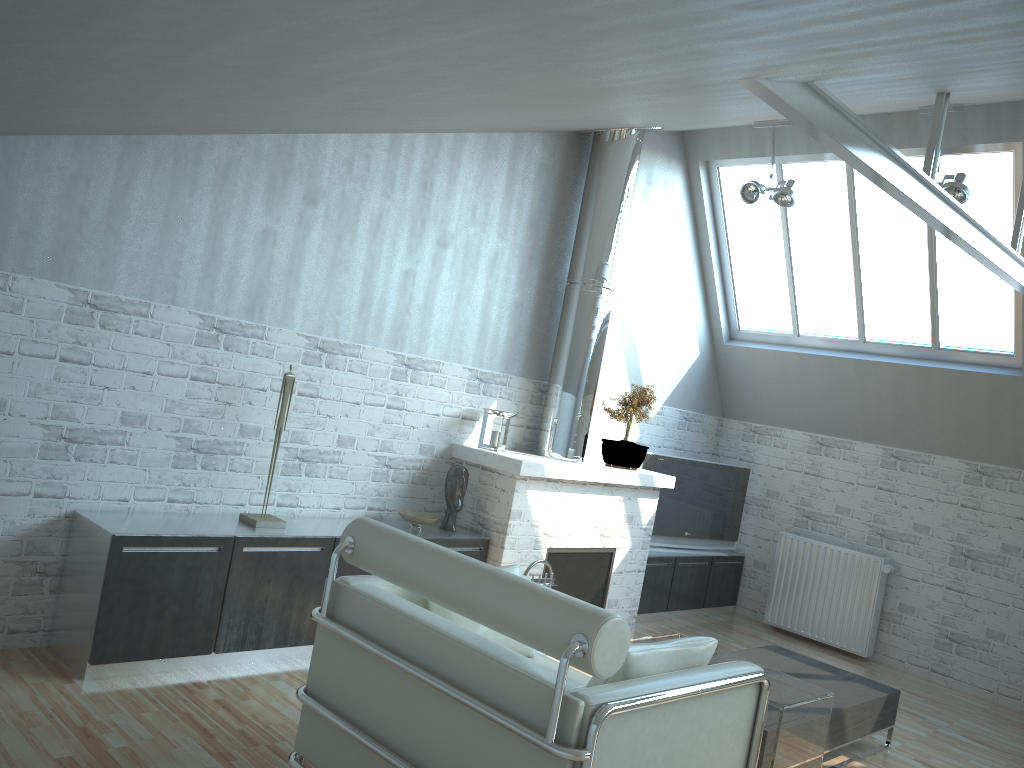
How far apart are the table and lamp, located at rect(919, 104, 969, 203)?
6.10m

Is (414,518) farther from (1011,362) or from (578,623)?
(1011,362)

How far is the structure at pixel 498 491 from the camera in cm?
1087

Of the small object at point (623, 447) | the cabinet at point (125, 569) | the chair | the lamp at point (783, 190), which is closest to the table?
the chair

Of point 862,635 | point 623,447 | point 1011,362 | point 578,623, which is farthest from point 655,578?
point 578,623

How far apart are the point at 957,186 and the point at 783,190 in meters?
2.2 m

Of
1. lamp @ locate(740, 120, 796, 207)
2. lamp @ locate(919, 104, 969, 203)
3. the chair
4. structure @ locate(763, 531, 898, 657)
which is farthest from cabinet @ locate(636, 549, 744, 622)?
the chair

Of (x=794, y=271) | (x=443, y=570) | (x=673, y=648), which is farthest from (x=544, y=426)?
(x=443, y=570)

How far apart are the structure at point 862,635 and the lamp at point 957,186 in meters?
5.6 m

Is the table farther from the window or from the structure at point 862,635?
the window
